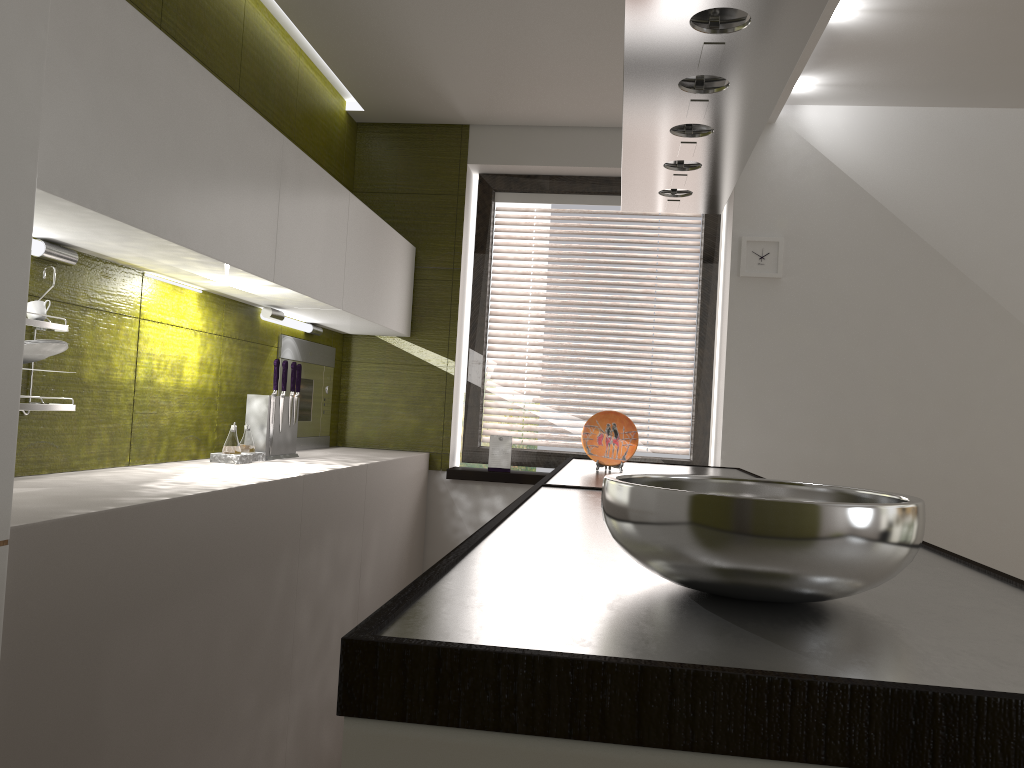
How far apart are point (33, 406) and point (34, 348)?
0.1 meters

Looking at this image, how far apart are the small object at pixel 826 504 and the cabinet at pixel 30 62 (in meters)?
0.90

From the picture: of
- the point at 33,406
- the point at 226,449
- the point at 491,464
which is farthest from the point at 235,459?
the point at 491,464

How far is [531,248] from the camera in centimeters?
1620cm

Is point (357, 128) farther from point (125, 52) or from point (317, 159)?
point (125, 52)

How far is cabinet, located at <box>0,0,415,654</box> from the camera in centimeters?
129cm

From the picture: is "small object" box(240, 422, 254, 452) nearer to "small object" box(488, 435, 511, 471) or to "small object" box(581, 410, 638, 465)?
"small object" box(581, 410, 638, 465)

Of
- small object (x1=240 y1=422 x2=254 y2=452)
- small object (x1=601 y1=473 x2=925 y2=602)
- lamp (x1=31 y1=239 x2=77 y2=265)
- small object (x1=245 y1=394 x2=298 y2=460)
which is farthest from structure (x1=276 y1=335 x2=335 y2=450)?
small object (x1=601 y1=473 x2=925 y2=602)

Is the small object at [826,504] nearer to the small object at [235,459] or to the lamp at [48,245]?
the lamp at [48,245]

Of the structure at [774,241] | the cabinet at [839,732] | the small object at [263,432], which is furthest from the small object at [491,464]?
the structure at [774,241]
